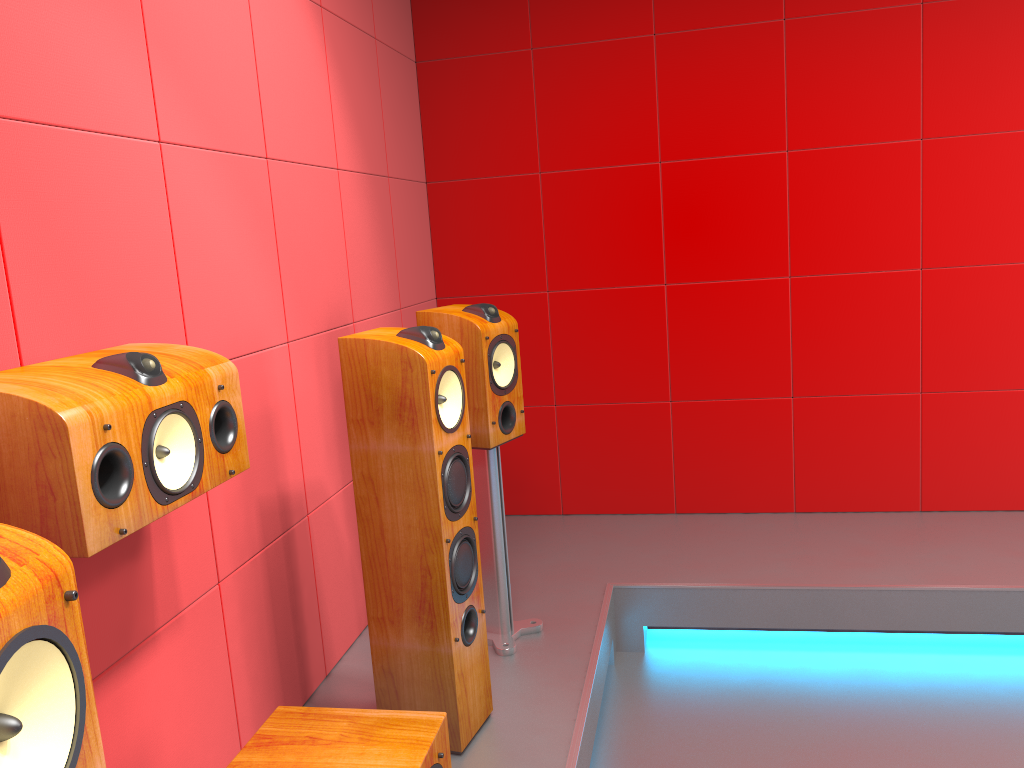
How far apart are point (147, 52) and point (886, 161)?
2.75m

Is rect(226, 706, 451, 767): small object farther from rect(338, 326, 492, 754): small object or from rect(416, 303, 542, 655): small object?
rect(416, 303, 542, 655): small object

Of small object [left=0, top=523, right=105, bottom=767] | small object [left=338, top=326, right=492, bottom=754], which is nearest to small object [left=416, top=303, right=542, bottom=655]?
small object [left=338, top=326, right=492, bottom=754]

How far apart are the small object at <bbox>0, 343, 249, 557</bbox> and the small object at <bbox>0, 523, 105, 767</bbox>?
0.47m

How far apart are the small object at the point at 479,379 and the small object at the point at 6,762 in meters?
1.8

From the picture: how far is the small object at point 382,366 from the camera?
2.1 meters

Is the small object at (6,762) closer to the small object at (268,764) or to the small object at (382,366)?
the small object at (268,764)

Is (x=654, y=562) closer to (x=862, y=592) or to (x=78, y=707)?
(x=862, y=592)

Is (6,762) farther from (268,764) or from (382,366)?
(382,366)

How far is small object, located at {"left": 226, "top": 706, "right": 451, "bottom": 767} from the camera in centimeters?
157cm
